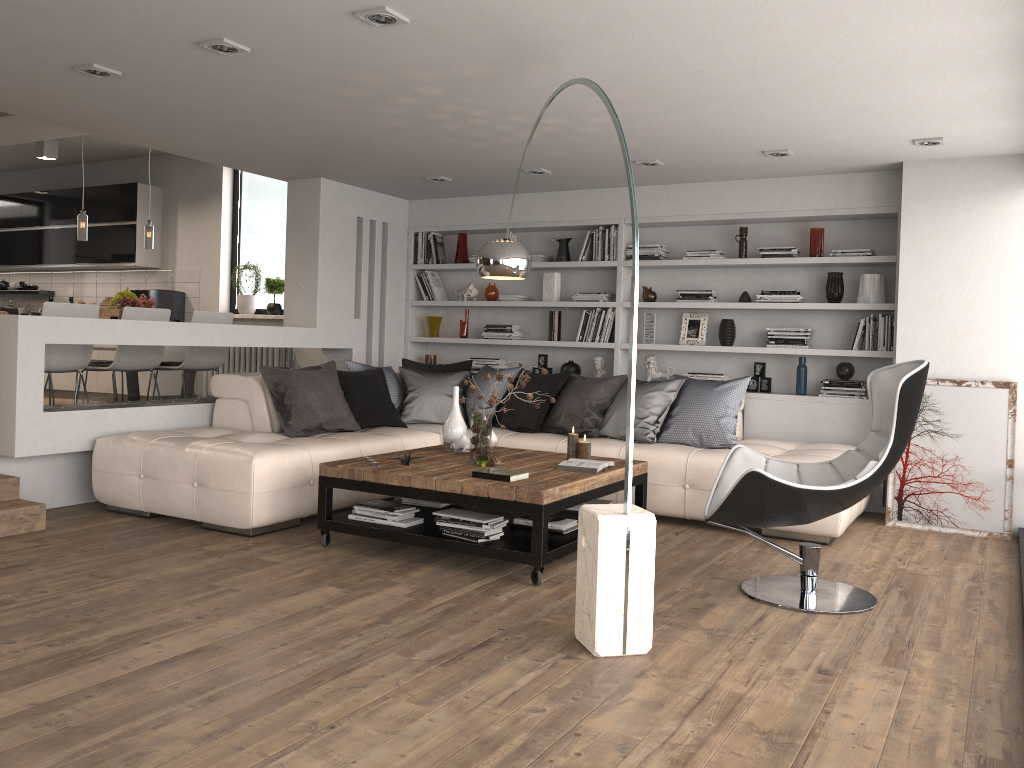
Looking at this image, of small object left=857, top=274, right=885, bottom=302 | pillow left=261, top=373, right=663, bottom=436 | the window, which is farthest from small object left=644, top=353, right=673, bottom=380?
the window

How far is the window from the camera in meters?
9.4

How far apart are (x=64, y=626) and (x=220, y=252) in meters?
6.7 m

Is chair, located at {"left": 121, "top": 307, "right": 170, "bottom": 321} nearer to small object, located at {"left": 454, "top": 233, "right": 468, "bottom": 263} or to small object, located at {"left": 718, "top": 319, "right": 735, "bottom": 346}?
small object, located at {"left": 454, "top": 233, "right": 468, "bottom": 263}

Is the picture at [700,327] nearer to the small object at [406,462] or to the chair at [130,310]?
Result: the small object at [406,462]

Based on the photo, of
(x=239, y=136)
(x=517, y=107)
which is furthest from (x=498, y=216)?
(x=517, y=107)

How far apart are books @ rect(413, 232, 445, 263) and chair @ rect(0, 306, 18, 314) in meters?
3.7

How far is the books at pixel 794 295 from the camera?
6.6m

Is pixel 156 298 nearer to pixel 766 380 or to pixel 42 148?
pixel 42 148

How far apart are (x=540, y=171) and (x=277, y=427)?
2.7 meters
